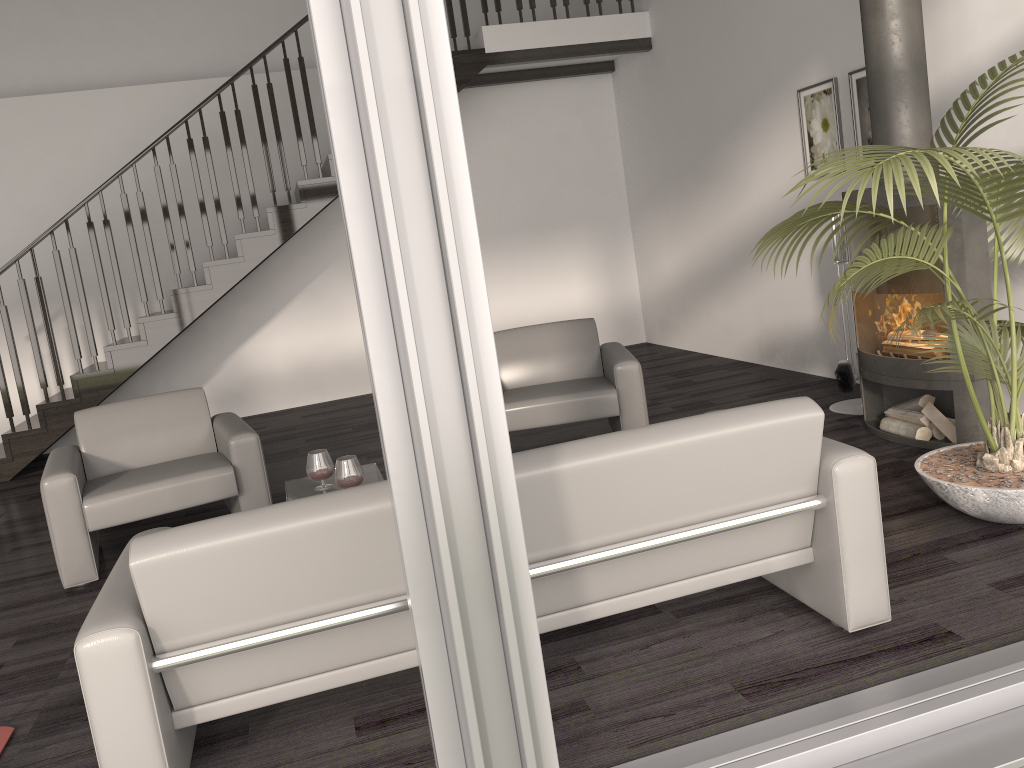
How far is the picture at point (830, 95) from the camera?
5.4 meters

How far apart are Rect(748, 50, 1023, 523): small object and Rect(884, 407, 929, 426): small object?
0.8 meters

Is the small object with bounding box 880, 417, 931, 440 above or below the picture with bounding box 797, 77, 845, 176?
below

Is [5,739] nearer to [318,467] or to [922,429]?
[318,467]

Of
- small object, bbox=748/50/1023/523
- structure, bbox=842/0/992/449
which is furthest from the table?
structure, bbox=842/0/992/449

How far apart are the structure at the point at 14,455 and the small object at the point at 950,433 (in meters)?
4.55

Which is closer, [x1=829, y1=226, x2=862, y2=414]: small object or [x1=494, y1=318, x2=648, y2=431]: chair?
[x1=494, y1=318, x2=648, y2=431]: chair

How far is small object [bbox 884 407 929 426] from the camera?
4.3m

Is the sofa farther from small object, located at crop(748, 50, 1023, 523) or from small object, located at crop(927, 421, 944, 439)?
small object, located at crop(927, 421, 944, 439)

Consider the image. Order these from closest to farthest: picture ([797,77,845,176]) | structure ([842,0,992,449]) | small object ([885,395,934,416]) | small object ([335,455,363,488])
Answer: small object ([335,455,363,488]), structure ([842,0,992,449]), small object ([885,395,934,416]), picture ([797,77,845,176])
